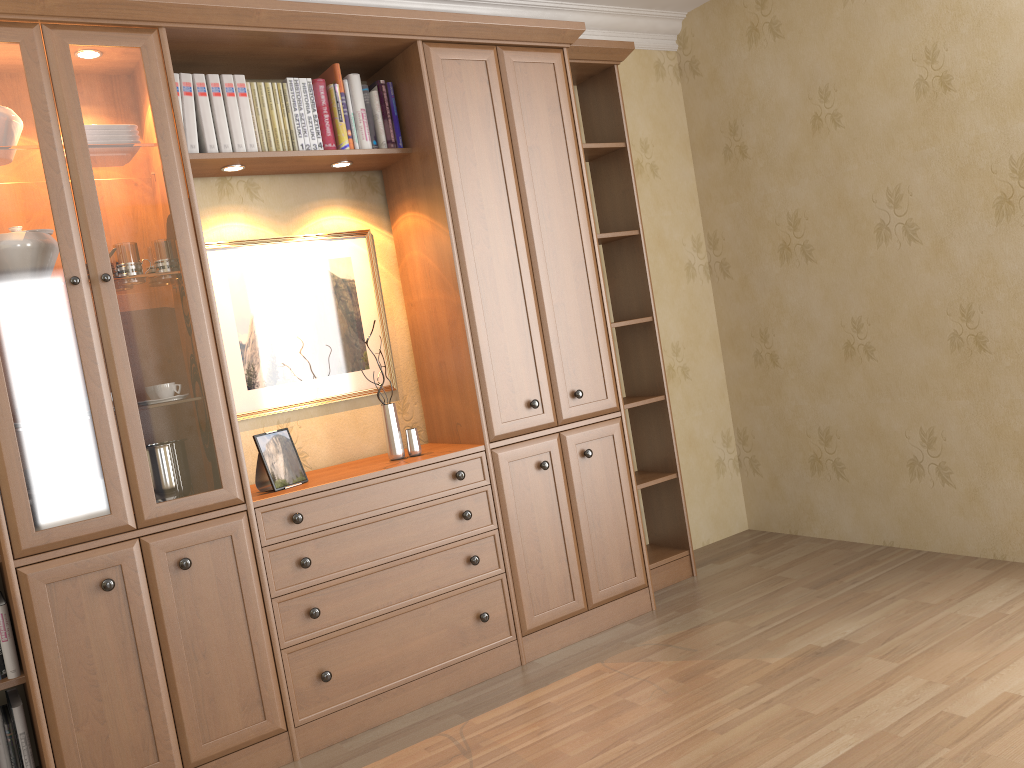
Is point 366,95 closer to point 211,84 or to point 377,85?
point 377,85

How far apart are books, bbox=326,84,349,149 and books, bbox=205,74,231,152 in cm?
39

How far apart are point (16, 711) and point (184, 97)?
1.91m

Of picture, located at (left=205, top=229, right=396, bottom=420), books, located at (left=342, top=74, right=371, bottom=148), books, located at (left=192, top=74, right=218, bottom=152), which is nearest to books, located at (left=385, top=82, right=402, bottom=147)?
books, located at (left=342, top=74, right=371, bottom=148)

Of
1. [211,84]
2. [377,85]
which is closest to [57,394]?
[211,84]

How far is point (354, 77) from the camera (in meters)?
3.16

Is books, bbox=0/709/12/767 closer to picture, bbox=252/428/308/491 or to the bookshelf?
the bookshelf

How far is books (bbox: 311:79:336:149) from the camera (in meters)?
3.10

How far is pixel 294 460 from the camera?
2.95m

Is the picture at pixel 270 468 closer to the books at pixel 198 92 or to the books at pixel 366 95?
the books at pixel 198 92
